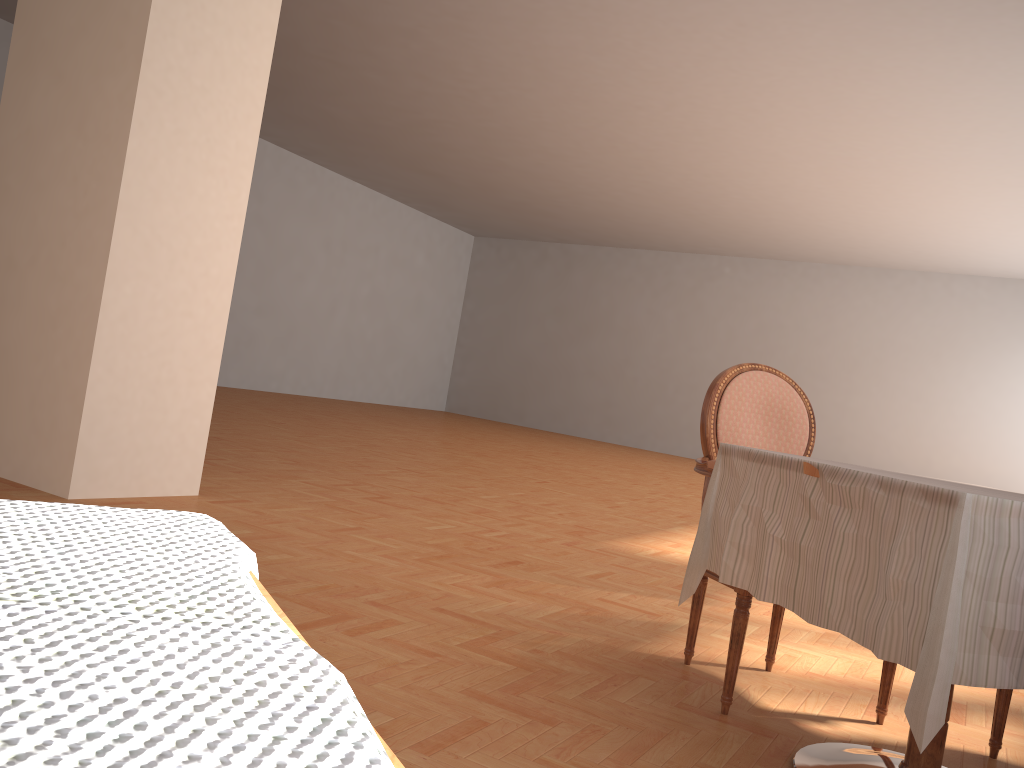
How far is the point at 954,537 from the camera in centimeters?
141cm

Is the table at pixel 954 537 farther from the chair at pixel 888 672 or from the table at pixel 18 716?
the table at pixel 18 716

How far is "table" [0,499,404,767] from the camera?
0.1m

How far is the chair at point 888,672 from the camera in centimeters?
236cm

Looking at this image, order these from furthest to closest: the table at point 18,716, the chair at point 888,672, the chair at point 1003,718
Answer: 1. the chair at point 888,672
2. the chair at point 1003,718
3. the table at point 18,716

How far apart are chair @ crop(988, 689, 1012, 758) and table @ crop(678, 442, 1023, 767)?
0.4 meters

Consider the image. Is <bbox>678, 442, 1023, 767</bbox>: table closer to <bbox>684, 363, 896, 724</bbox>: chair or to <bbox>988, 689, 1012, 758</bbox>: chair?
<bbox>684, 363, 896, 724</bbox>: chair

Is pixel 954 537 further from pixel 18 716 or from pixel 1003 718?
pixel 18 716

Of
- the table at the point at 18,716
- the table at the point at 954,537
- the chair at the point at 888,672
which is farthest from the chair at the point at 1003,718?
the table at the point at 18,716

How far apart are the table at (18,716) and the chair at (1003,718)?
2.54m
